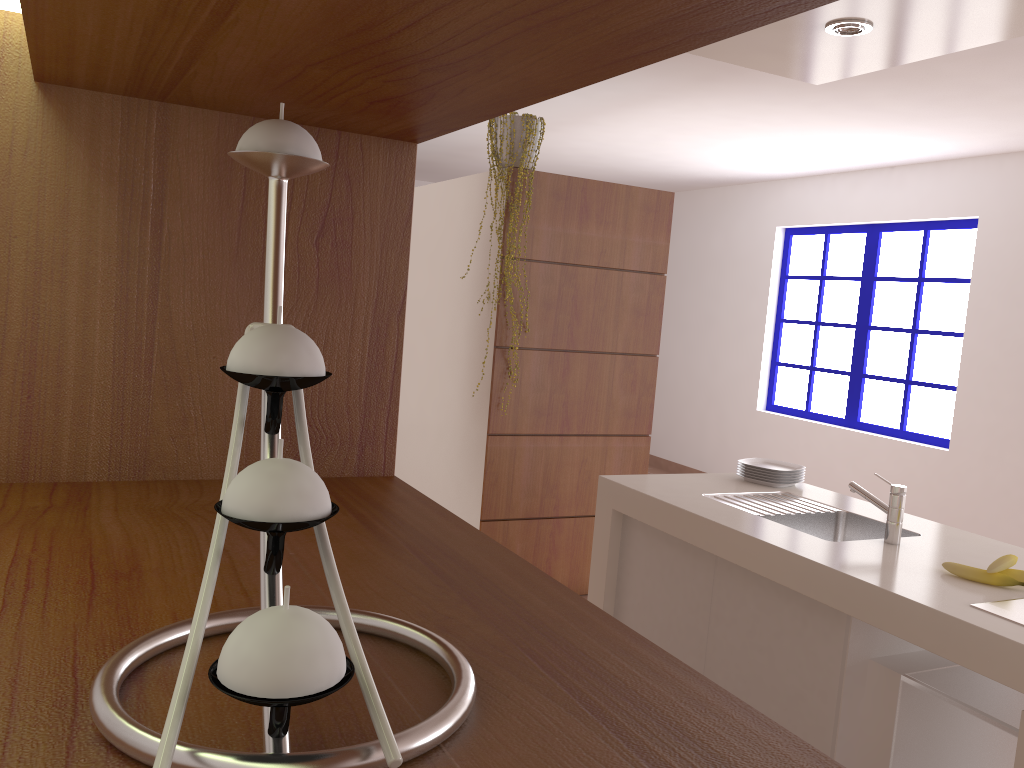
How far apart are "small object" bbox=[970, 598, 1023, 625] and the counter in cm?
3

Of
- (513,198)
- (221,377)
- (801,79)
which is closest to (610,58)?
(221,377)

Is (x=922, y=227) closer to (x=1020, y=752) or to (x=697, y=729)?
(x=1020, y=752)

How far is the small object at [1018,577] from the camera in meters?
2.3

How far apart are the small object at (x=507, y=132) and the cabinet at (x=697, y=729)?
3.26m

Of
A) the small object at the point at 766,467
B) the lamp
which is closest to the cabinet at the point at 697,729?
the lamp

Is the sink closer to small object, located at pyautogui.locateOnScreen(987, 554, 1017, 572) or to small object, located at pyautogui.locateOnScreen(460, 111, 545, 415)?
small object, located at pyautogui.locateOnScreen(987, 554, 1017, 572)

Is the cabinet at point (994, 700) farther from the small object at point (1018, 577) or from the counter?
the small object at point (1018, 577)

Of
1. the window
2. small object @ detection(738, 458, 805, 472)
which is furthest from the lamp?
the window

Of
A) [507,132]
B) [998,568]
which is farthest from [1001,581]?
[507,132]
